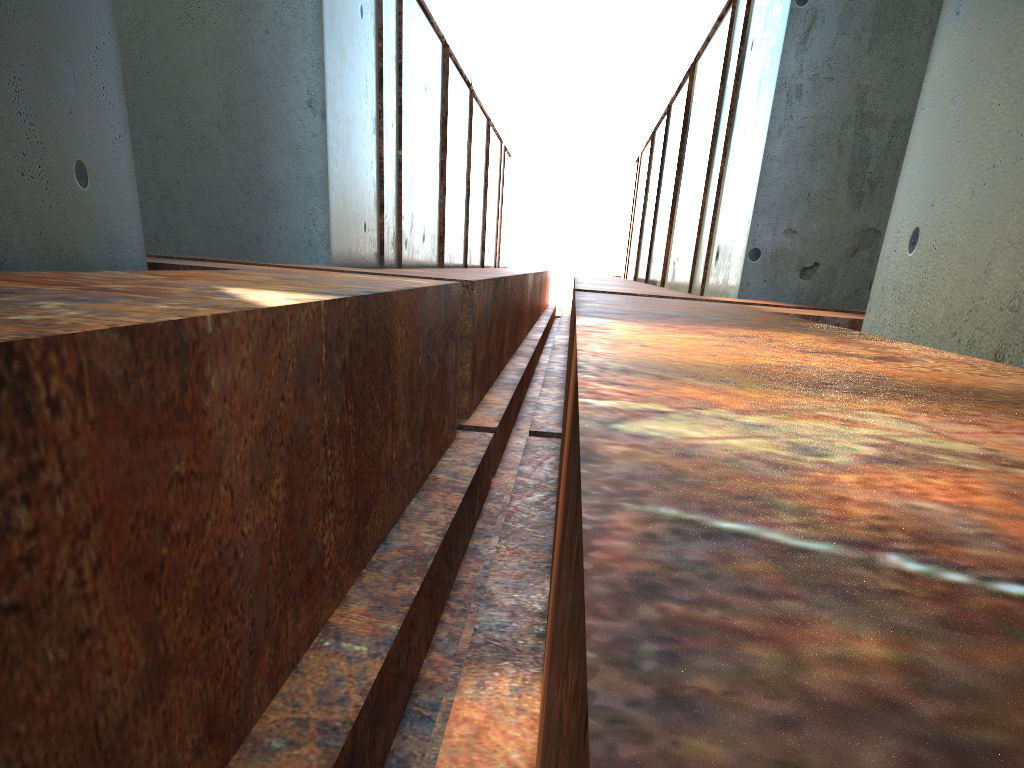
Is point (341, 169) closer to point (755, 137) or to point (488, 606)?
point (755, 137)
